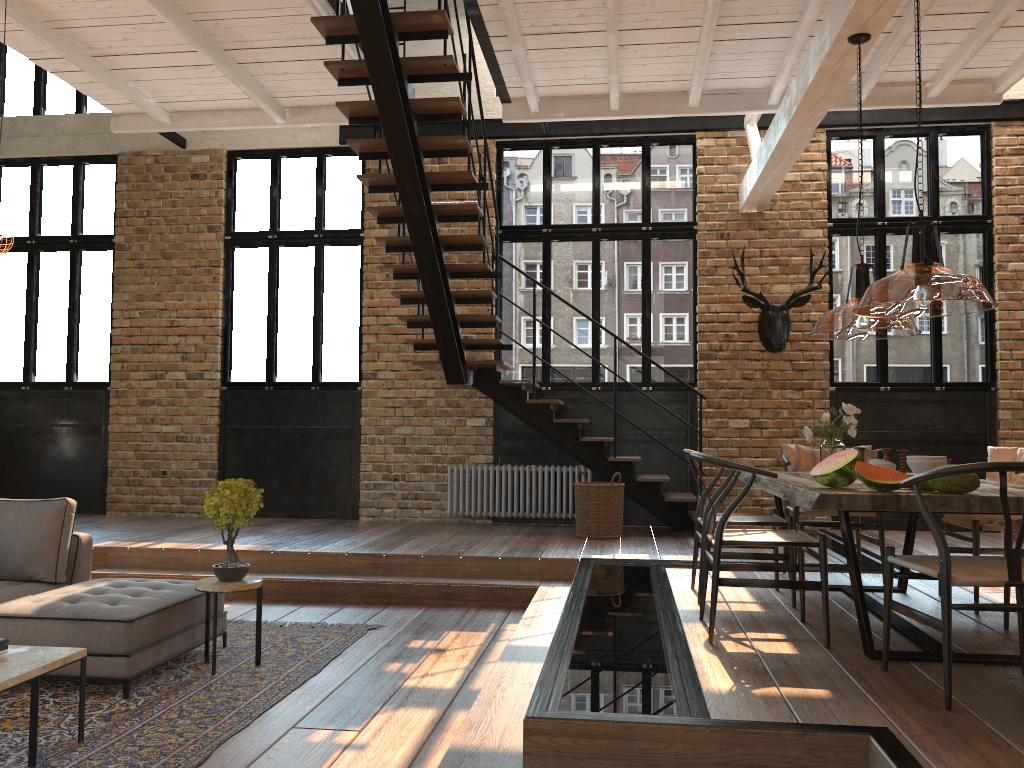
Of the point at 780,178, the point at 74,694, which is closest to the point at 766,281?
the point at 780,178

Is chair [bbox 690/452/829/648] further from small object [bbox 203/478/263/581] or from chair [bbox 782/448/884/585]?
small object [bbox 203/478/263/581]

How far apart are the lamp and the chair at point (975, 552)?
1.1m

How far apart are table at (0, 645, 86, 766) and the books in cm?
2

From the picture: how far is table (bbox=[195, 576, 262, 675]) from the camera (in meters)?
4.64

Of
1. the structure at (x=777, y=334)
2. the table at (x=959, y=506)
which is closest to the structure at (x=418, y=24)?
the structure at (x=777, y=334)

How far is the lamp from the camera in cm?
327

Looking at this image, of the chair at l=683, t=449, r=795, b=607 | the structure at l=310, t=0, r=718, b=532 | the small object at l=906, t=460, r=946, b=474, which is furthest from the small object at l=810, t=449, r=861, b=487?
the structure at l=310, t=0, r=718, b=532

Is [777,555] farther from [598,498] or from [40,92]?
[40,92]

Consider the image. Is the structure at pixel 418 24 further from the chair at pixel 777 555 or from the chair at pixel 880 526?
the chair at pixel 777 555
